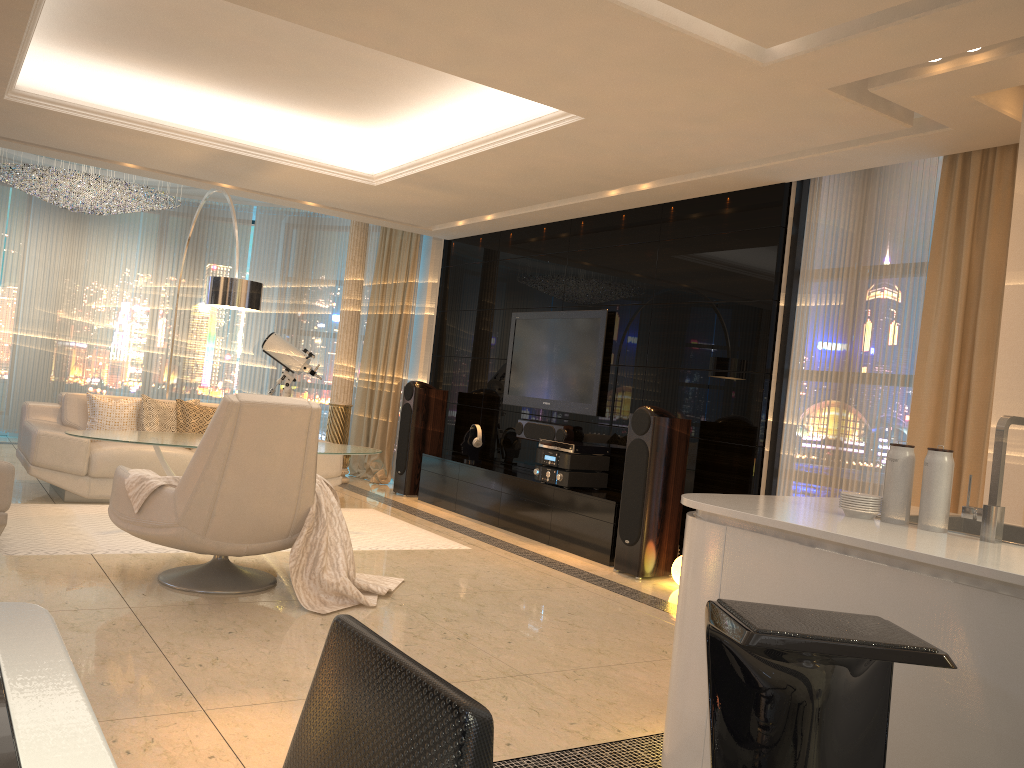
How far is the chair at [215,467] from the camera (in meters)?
4.02

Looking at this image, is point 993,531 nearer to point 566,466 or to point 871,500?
point 871,500

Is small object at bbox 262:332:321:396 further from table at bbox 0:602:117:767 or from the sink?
table at bbox 0:602:117:767

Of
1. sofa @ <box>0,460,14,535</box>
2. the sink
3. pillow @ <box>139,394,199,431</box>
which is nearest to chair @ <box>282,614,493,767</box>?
the sink

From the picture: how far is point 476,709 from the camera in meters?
0.8 m

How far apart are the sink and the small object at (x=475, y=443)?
5.53m

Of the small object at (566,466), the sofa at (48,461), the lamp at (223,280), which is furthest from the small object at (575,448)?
the lamp at (223,280)

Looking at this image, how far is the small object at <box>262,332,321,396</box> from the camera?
9.0 meters

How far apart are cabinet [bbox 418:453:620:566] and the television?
0.6m

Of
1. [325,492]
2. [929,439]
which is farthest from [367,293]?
[929,439]
